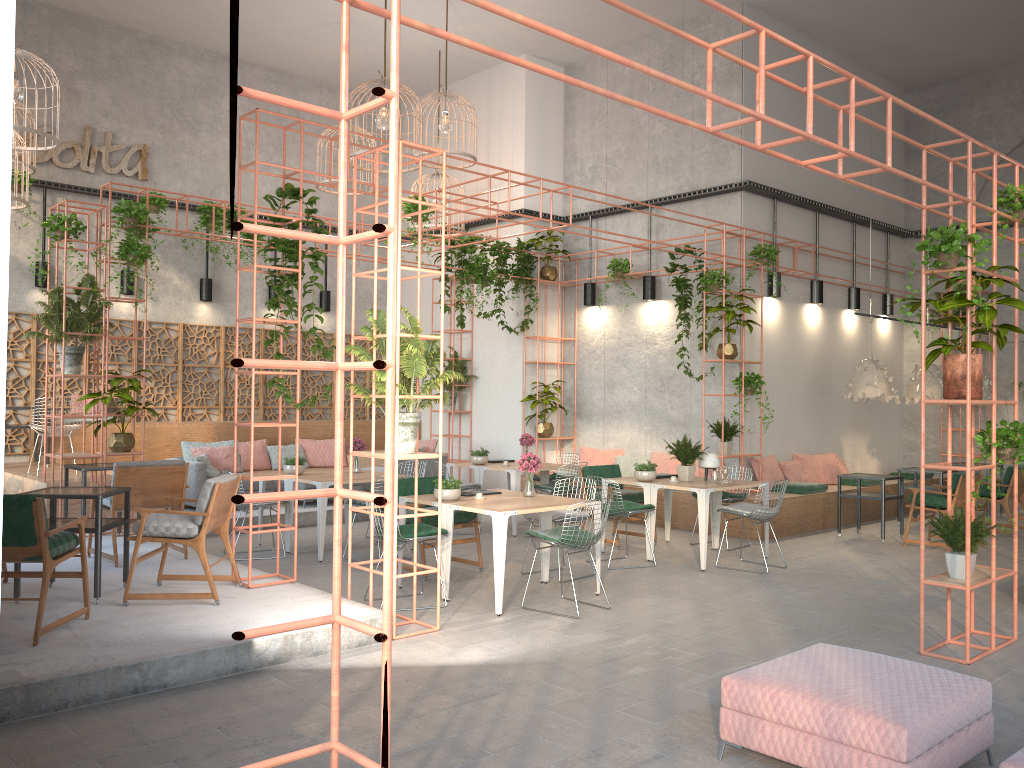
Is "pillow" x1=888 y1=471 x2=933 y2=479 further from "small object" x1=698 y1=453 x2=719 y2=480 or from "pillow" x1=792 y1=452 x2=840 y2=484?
"small object" x1=698 y1=453 x2=719 y2=480

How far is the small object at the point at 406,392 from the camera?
6.40m

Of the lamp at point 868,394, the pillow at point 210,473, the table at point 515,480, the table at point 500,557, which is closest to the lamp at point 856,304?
the lamp at point 868,394

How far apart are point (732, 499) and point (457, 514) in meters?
3.5 m

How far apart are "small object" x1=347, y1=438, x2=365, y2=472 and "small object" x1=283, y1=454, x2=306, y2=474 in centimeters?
66cm

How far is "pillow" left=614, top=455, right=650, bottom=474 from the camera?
13.4 meters

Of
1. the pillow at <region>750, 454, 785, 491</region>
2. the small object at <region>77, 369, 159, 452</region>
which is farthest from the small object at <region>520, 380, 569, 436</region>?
the small object at <region>77, 369, 159, 452</region>

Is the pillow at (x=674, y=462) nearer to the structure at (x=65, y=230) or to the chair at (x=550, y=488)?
the chair at (x=550, y=488)

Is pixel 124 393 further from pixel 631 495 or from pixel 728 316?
pixel 728 316

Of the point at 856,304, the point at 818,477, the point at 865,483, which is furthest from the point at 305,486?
the point at 856,304
